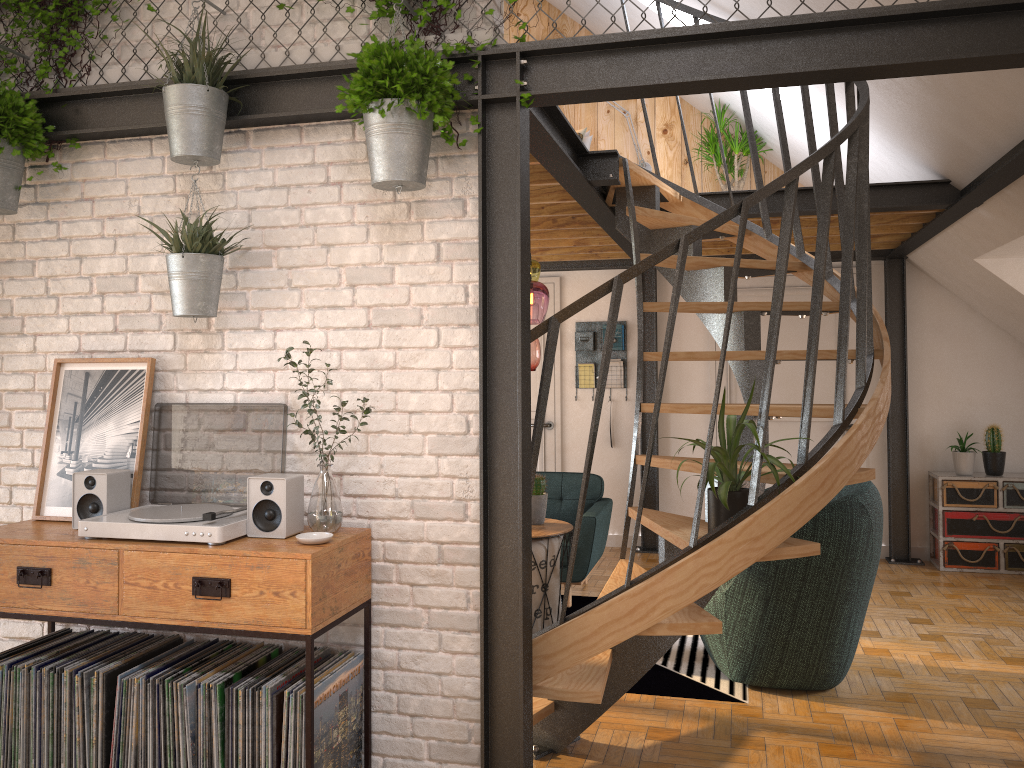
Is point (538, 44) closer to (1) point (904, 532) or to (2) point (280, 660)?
(2) point (280, 660)

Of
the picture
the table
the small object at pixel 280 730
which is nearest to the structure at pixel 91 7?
the picture

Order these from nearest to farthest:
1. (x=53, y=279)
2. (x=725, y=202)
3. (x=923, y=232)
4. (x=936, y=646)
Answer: (x=53, y=279), (x=936, y=646), (x=725, y=202), (x=923, y=232)

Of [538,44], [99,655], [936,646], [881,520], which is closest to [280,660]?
[99,655]

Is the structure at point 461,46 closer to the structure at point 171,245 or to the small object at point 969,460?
the structure at point 171,245

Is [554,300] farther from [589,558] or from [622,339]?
[589,558]

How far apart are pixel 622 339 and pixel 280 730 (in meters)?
5.31

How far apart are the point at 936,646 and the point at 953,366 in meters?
2.8

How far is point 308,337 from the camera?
3.05m

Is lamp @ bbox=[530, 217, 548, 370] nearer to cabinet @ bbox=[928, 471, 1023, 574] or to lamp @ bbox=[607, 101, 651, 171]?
lamp @ bbox=[607, 101, 651, 171]
